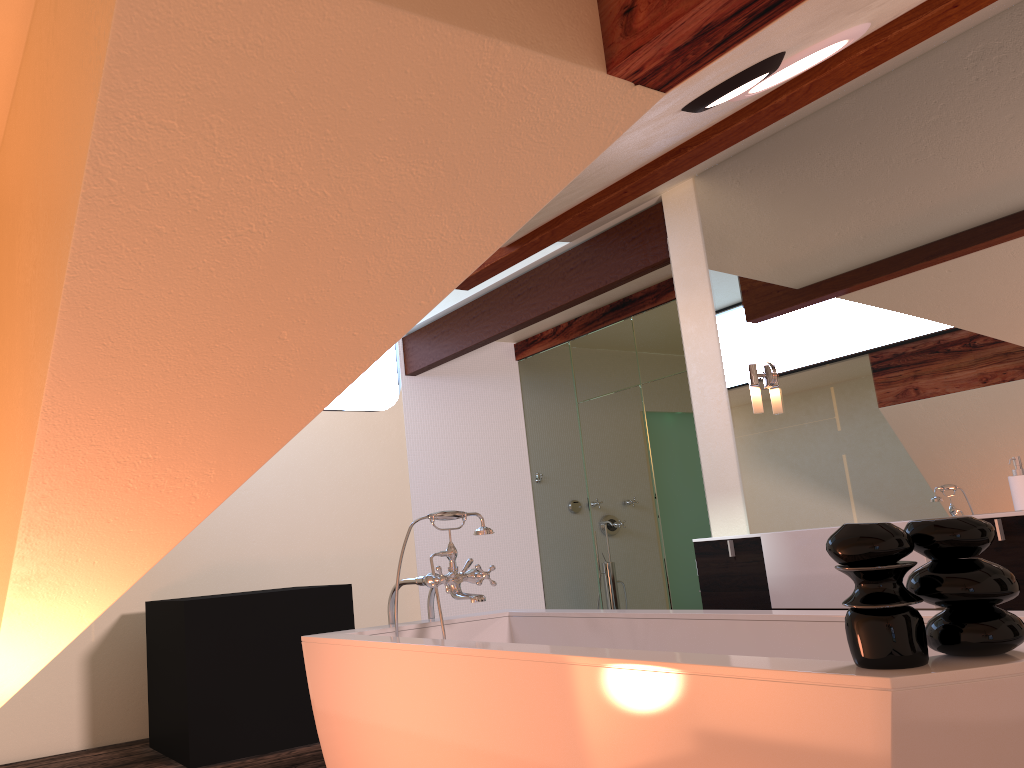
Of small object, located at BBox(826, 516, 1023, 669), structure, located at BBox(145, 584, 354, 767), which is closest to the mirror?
small object, located at BBox(826, 516, 1023, 669)

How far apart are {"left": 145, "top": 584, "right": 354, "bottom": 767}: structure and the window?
2.1m

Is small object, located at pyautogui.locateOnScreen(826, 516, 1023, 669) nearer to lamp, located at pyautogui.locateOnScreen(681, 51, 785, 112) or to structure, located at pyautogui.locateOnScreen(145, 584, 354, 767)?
lamp, located at pyautogui.locateOnScreen(681, 51, 785, 112)

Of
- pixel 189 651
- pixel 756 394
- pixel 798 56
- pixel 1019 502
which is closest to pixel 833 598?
pixel 1019 502

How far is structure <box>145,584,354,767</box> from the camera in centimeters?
419cm

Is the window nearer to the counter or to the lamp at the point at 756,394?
the lamp at the point at 756,394

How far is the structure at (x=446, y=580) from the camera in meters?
2.8

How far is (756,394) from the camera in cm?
371

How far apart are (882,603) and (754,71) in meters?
1.1 m

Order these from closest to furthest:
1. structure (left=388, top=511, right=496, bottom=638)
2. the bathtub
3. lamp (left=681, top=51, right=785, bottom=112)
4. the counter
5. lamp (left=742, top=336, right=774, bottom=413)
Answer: the bathtub
lamp (left=681, top=51, right=785, bottom=112)
structure (left=388, top=511, right=496, bottom=638)
the counter
lamp (left=742, top=336, right=774, bottom=413)
